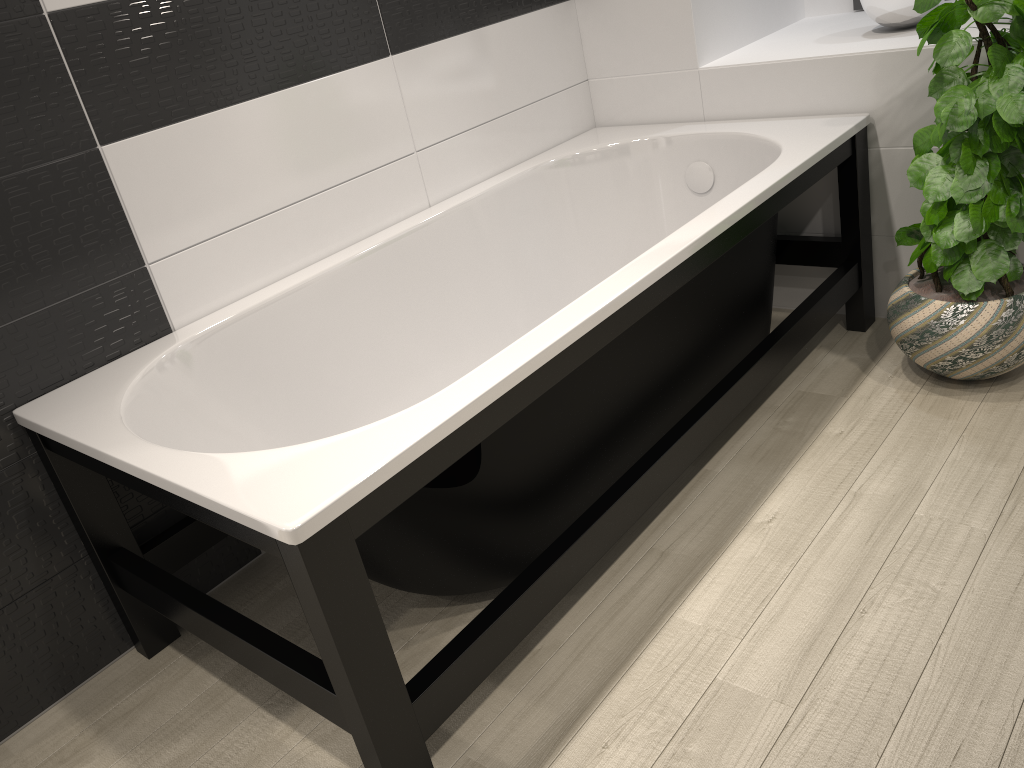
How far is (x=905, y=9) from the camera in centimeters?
263cm

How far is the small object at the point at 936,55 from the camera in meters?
2.1

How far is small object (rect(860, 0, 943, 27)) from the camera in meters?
2.6 m

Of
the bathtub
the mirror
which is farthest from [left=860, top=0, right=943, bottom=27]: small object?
the mirror

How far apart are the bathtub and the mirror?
0.9m

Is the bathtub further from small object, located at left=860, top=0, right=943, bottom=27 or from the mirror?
the mirror

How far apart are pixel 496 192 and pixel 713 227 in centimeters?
97cm

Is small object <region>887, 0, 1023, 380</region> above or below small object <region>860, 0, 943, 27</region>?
below

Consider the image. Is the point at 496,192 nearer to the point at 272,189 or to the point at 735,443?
the point at 272,189

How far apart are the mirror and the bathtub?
0.9 meters
